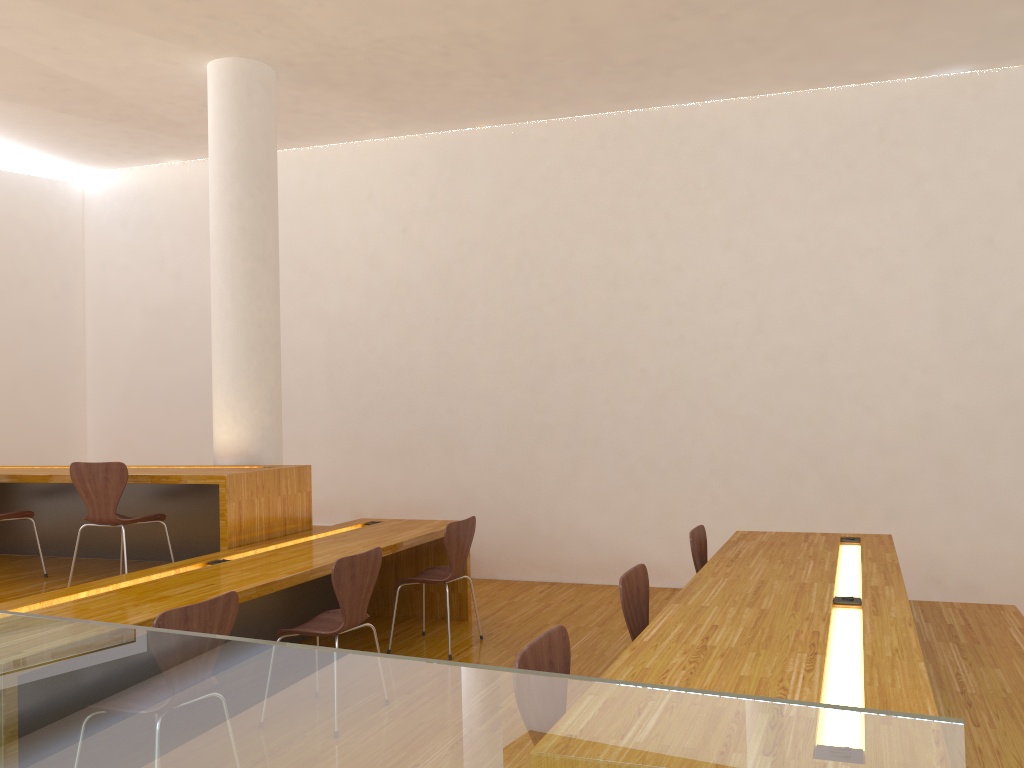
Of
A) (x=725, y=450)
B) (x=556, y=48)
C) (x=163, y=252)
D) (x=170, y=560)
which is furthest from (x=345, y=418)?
(x=556, y=48)

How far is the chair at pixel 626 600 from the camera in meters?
3.0

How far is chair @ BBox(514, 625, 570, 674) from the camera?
2.1 meters

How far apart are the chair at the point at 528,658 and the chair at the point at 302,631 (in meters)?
1.45

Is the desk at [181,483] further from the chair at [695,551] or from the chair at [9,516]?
the chair at [695,551]

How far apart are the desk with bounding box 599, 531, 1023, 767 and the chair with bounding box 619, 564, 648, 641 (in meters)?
0.14

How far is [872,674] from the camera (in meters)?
2.17

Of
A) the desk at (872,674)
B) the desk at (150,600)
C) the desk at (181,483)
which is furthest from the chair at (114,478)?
the desk at (872,674)

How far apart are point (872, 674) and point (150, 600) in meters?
2.5 m

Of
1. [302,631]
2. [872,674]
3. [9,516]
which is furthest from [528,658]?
[9,516]
